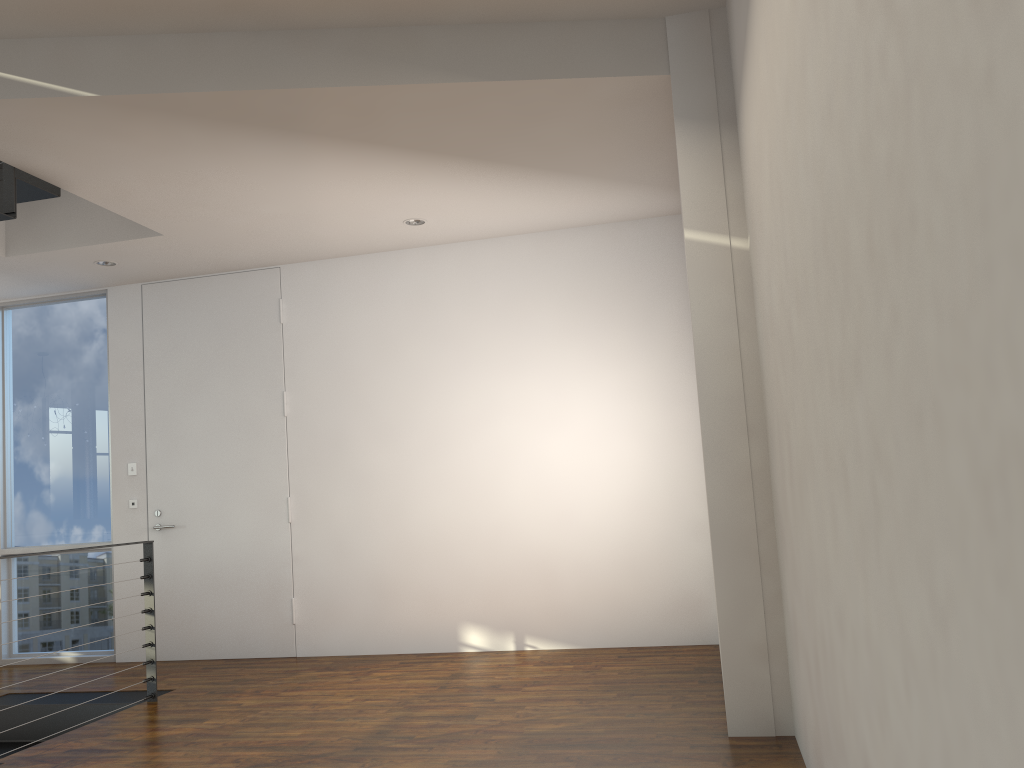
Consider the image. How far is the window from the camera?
5.25m

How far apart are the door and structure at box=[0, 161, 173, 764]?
0.8 meters

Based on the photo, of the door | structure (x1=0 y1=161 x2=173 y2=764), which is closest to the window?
the door

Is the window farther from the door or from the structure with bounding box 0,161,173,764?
the structure with bounding box 0,161,173,764

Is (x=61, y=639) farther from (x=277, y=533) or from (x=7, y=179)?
(x=7, y=179)

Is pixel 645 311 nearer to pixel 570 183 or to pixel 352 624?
pixel 570 183

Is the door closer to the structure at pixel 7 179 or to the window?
the window

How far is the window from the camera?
5.25m

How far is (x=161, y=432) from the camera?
5.14m

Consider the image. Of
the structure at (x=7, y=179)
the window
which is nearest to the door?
the window
